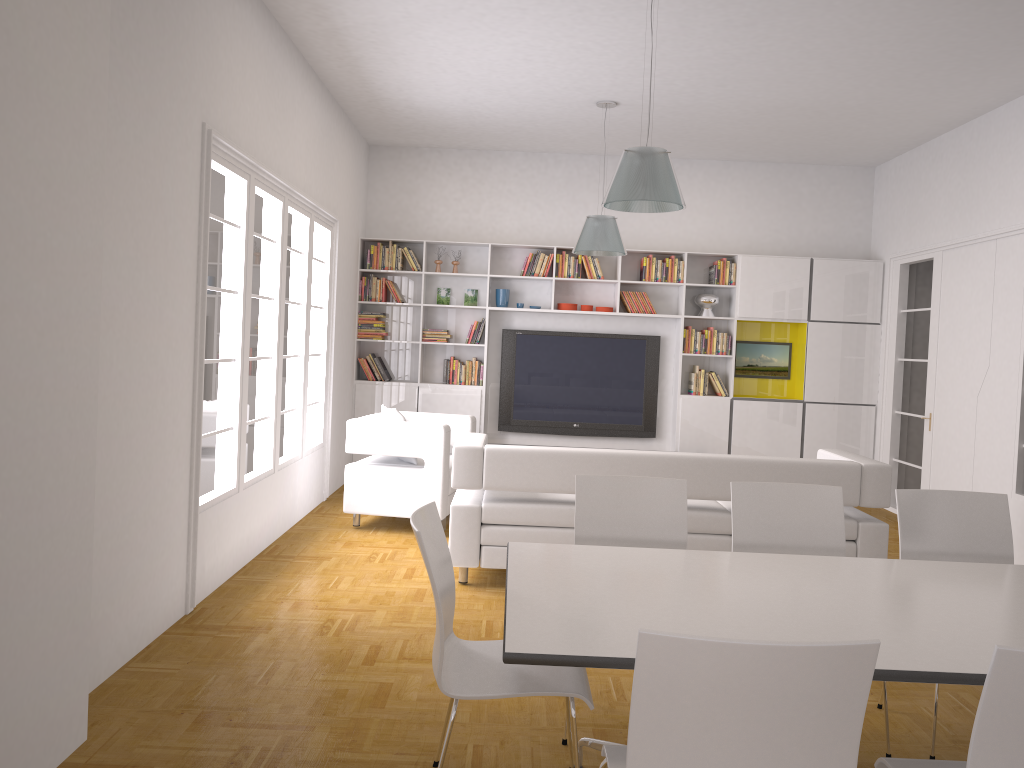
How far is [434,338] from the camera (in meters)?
9.13

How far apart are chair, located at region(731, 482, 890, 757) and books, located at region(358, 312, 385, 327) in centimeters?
593cm

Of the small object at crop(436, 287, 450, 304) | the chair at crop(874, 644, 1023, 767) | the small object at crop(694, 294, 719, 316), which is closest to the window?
the small object at crop(436, 287, 450, 304)

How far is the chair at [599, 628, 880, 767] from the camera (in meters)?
1.72

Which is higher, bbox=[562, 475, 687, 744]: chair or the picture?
the picture

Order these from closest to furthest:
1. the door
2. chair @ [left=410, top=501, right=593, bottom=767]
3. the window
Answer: chair @ [left=410, top=501, right=593, bottom=767] < the window < the door

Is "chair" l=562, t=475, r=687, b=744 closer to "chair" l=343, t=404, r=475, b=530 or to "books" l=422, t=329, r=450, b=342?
"chair" l=343, t=404, r=475, b=530

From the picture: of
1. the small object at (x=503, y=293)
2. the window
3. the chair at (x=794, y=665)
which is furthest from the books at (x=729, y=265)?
the chair at (x=794, y=665)

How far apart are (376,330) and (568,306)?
2.0m

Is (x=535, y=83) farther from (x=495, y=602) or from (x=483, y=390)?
(x=495, y=602)
